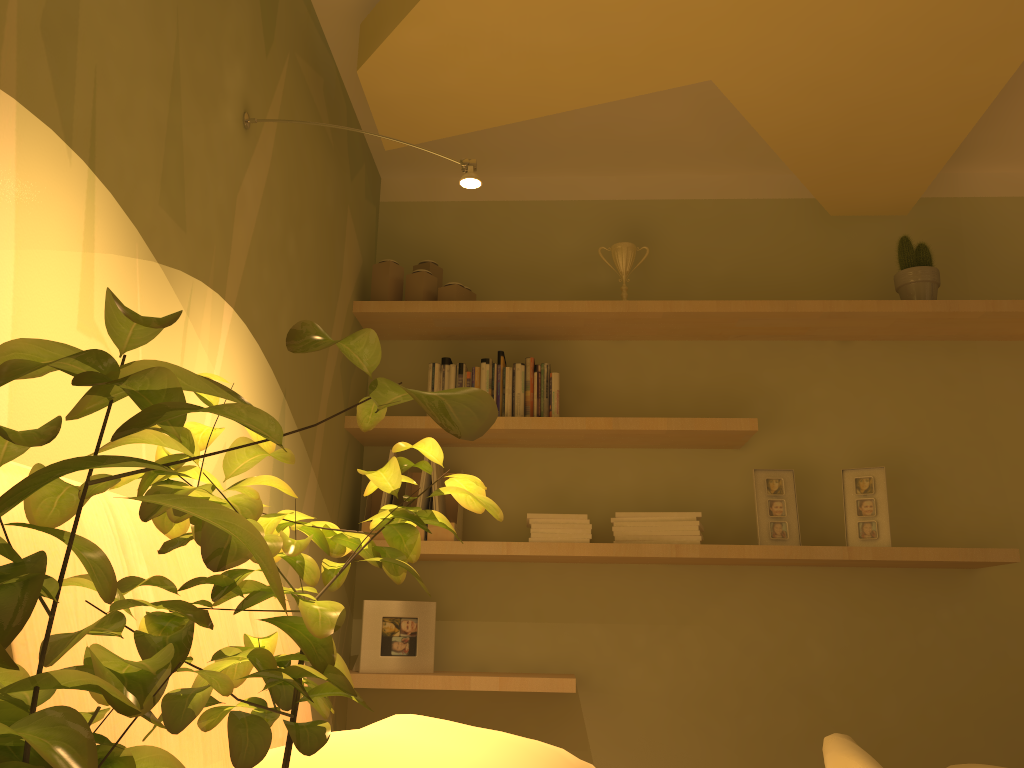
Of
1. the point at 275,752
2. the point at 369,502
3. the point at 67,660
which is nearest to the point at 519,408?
the point at 369,502

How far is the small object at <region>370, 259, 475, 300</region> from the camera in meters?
3.0

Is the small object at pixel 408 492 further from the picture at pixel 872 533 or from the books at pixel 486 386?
the picture at pixel 872 533

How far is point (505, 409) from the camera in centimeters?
293cm

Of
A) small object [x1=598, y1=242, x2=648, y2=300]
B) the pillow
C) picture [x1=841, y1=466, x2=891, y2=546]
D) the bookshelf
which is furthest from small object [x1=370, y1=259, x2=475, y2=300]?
the pillow

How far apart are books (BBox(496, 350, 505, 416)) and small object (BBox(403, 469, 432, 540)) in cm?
41

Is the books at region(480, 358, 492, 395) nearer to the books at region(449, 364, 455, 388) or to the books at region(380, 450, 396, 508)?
the books at region(449, 364, 455, 388)

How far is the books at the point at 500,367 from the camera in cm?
299

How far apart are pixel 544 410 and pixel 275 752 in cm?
190

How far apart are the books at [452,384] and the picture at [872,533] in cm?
132
